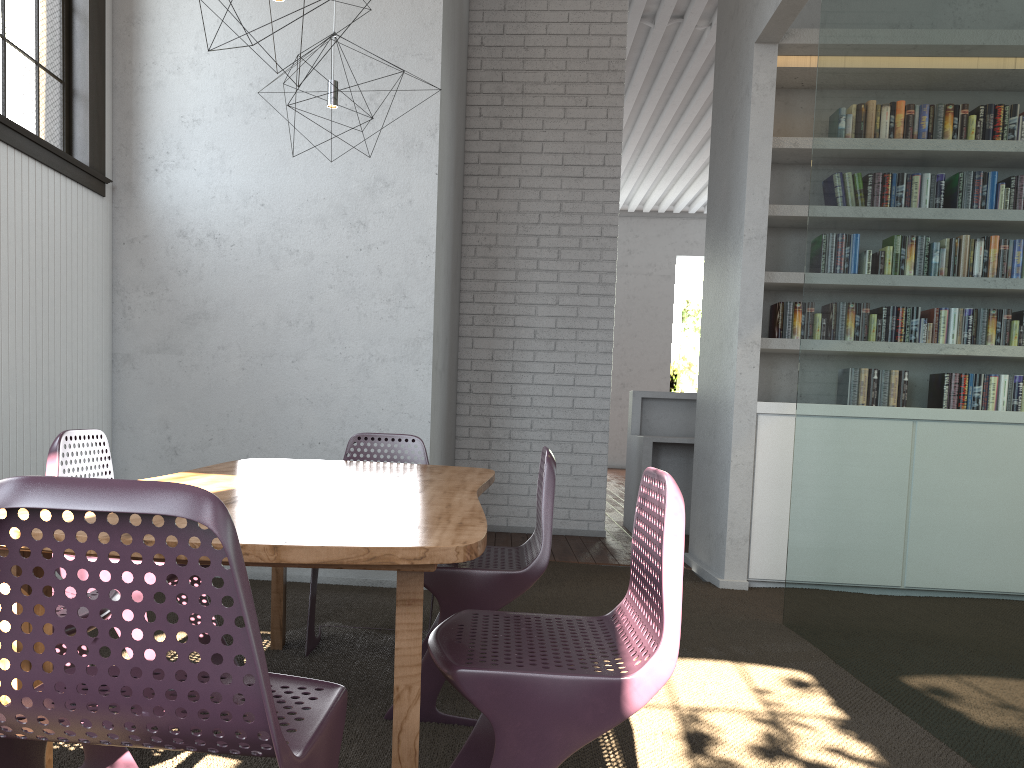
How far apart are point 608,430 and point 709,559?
1.73m
